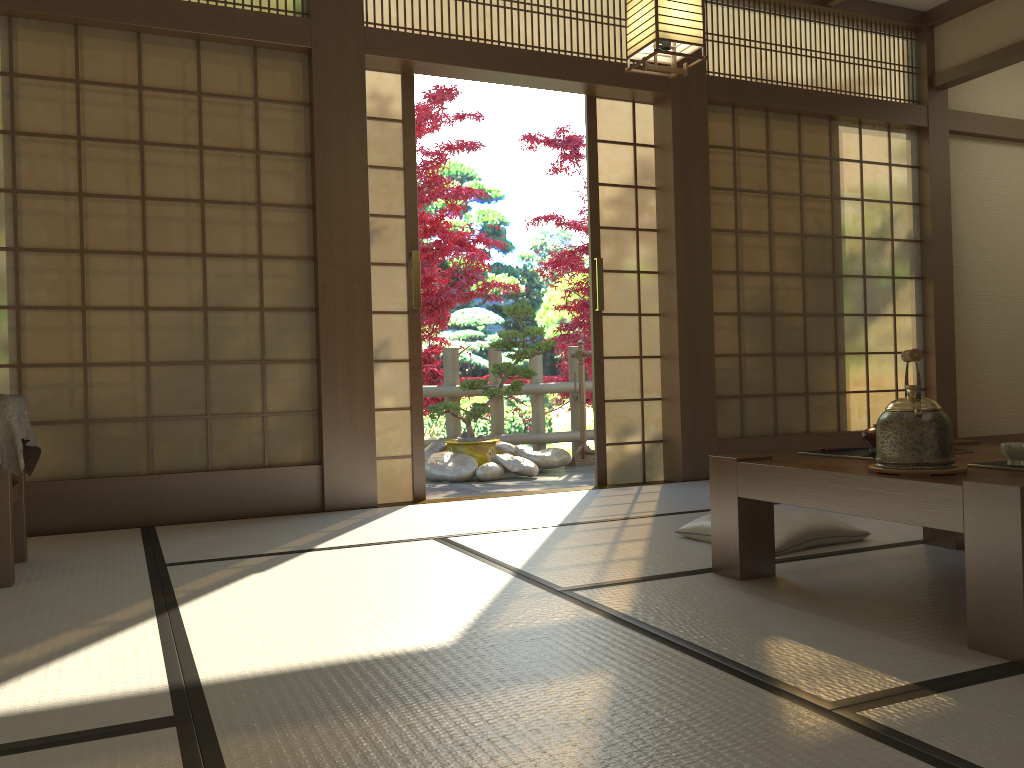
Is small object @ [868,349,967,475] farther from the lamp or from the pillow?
the lamp

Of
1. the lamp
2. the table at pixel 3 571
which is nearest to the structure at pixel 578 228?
the lamp

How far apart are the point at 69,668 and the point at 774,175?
4.8m

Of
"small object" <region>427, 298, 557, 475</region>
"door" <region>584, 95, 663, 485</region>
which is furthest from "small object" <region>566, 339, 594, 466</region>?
"door" <region>584, 95, 663, 485</region>

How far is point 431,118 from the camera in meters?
6.7

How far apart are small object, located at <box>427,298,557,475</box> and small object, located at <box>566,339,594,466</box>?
0.5 meters

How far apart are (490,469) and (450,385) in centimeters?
124cm

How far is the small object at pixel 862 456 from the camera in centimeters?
251cm

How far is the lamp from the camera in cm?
334

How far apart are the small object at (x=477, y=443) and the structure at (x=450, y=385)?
0.3 meters
